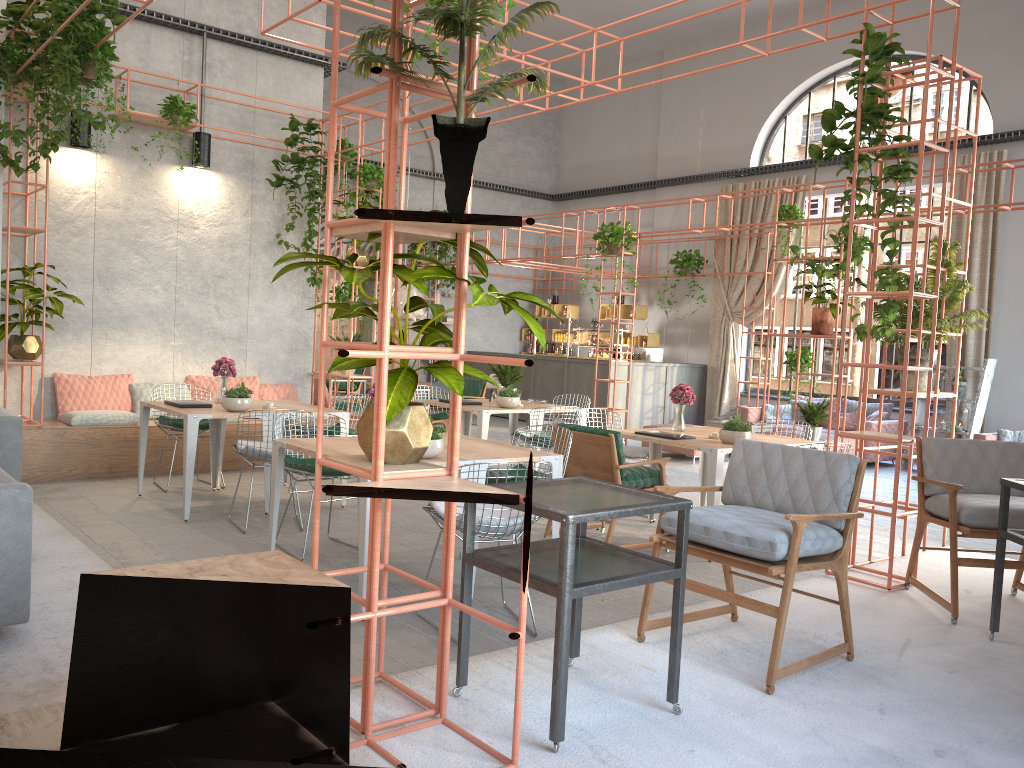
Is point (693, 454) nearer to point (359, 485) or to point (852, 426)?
point (852, 426)

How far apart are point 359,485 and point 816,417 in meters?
8.5

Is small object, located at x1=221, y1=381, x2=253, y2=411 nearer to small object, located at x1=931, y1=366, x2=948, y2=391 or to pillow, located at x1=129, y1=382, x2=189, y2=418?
pillow, located at x1=129, y1=382, x2=189, y2=418

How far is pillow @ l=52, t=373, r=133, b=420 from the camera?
8.9m

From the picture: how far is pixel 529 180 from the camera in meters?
19.3 m

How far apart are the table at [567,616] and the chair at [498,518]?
0.9m

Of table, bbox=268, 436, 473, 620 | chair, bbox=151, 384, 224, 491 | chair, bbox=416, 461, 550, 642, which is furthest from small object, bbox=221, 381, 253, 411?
chair, bbox=416, 461, 550, 642

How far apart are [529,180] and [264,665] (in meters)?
17.07

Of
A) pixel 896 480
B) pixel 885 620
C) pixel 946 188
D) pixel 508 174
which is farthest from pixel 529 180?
pixel 885 620

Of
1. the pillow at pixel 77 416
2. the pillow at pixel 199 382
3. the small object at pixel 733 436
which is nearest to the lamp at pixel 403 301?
the pillow at pixel 199 382
